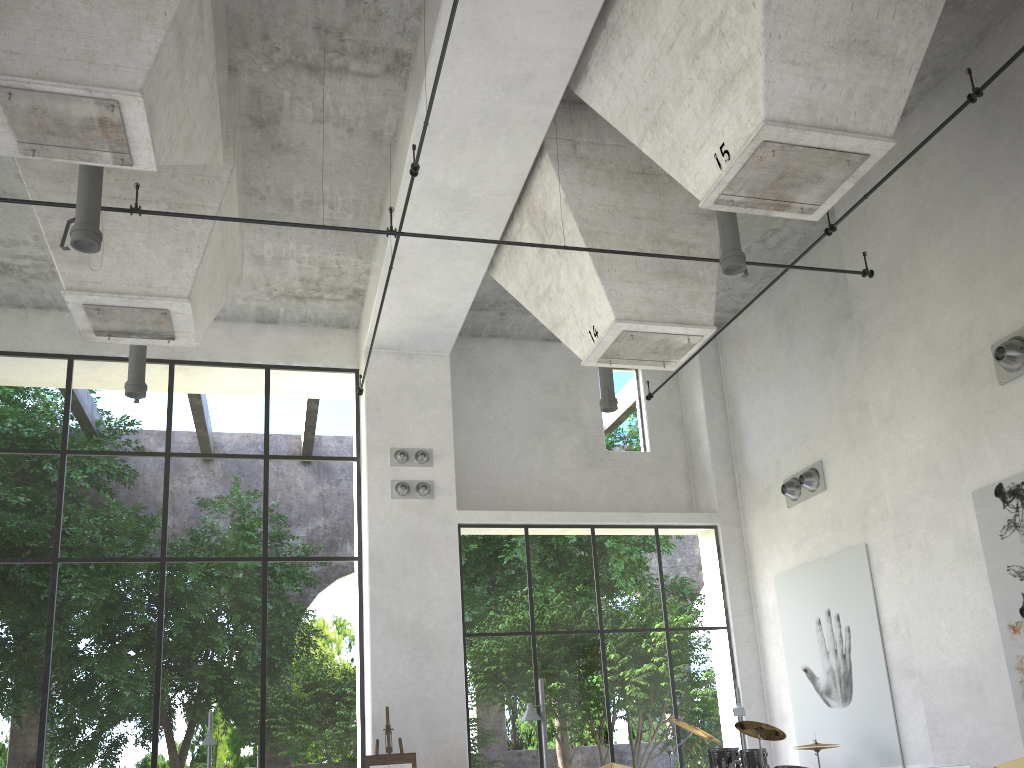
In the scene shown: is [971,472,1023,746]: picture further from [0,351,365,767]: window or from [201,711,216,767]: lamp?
[201,711,216,767]: lamp

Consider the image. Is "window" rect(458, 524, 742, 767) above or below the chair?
above

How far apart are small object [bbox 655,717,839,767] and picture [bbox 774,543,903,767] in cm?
155

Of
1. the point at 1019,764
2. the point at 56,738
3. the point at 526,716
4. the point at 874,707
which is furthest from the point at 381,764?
the point at 56,738

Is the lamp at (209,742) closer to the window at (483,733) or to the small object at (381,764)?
the small object at (381,764)

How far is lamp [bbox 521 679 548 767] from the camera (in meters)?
8.73

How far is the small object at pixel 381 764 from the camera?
11.5m

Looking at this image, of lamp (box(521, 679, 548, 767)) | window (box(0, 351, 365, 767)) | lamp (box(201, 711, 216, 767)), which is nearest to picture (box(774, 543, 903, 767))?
lamp (box(521, 679, 548, 767))

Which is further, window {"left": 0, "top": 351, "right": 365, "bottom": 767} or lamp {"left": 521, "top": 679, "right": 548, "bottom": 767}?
window {"left": 0, "top": 351, "right": 365, "bottom": 767}

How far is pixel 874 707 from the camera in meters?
11.4 m
